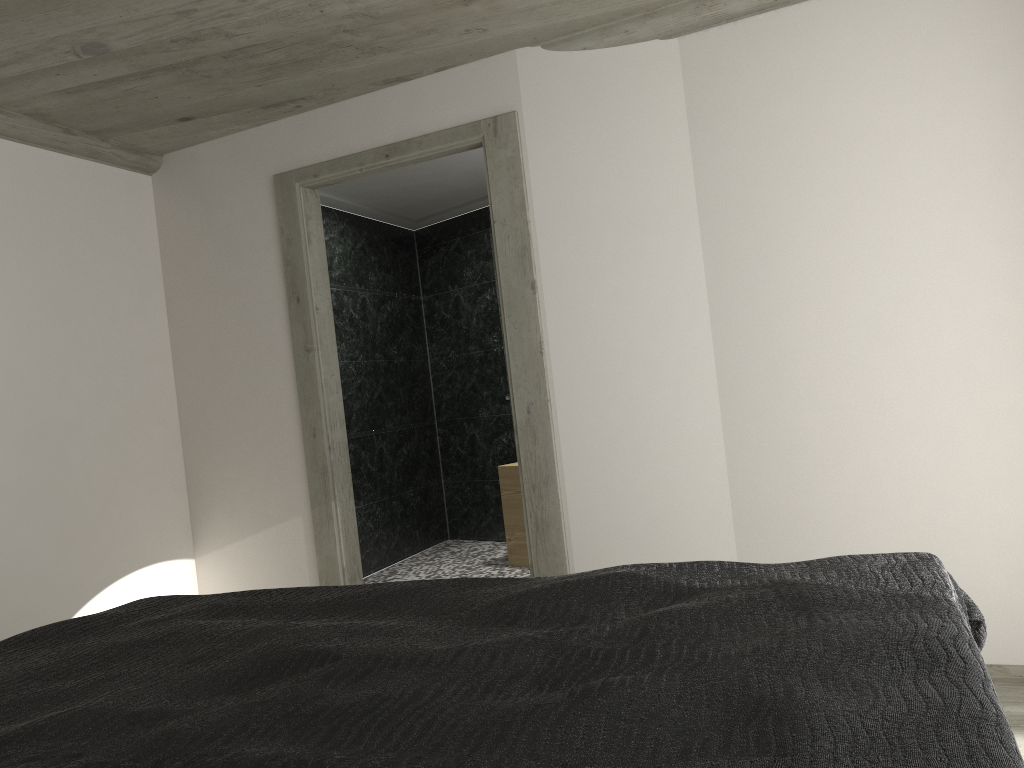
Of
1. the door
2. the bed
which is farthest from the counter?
the bed

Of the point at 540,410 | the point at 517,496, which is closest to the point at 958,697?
the point at 540,410

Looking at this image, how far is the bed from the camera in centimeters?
109cm

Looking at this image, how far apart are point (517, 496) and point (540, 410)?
2.4m

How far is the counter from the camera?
6.3m

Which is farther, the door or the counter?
the counter

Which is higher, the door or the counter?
the door

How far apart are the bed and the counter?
3.9 meters

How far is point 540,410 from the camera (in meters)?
3.99

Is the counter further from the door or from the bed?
the bed
